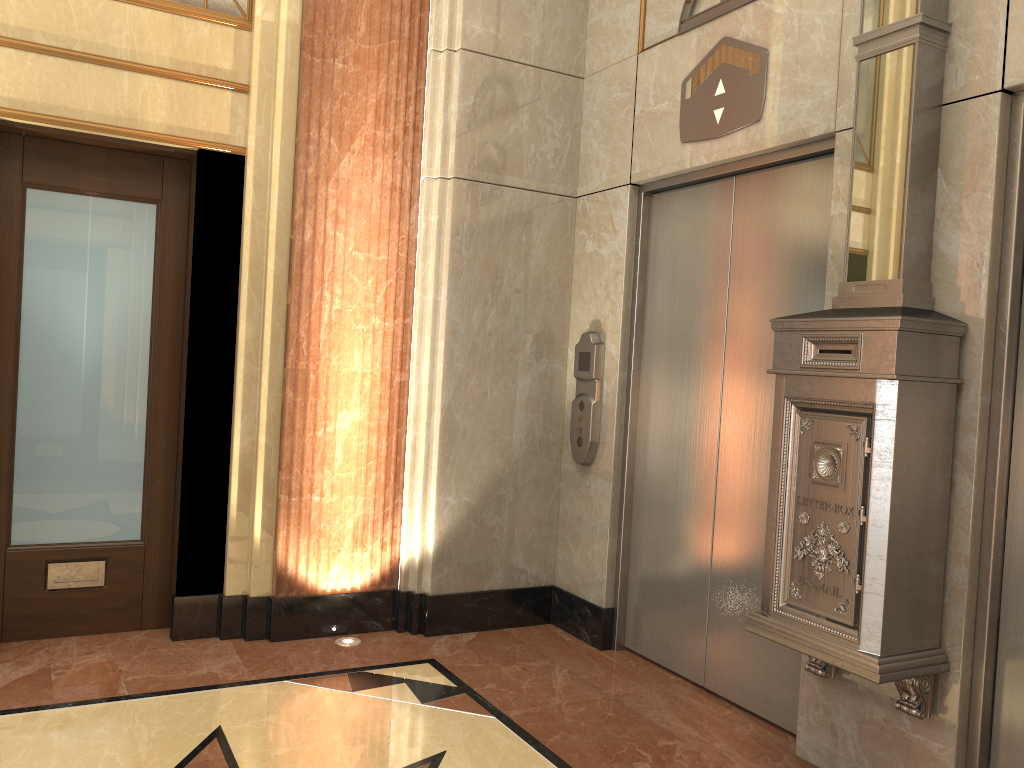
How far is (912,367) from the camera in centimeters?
254cm
